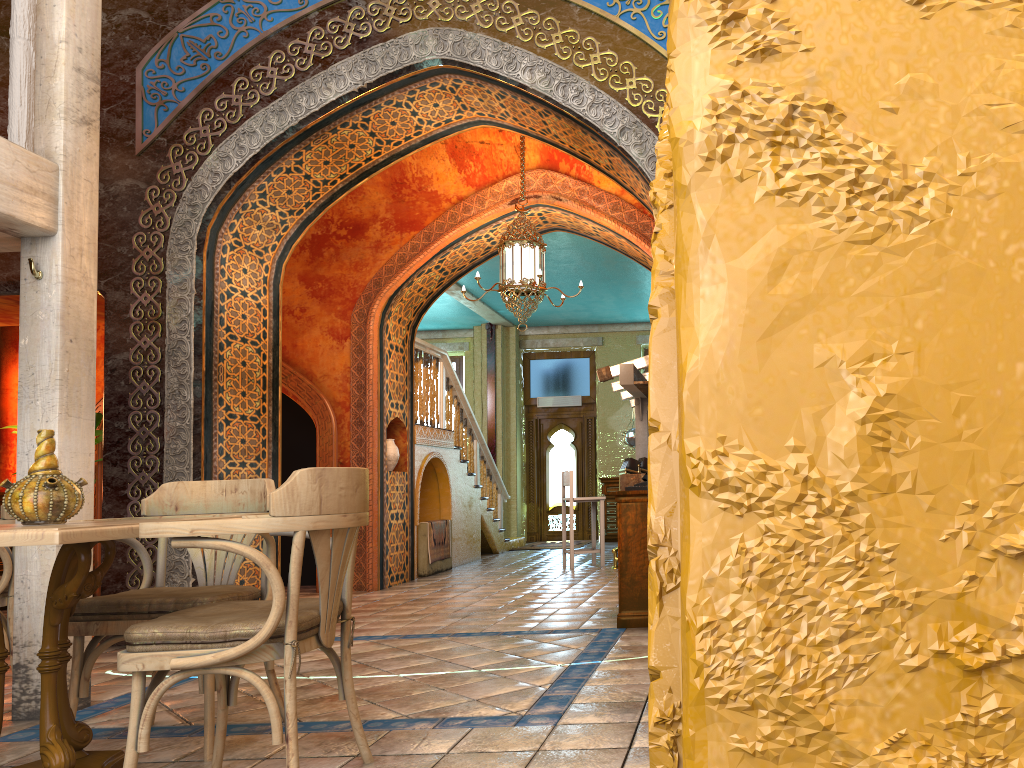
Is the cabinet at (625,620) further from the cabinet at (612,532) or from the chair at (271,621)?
the cabinet at (612,532)

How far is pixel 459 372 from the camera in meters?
18.5 m

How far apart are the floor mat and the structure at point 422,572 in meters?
4.3

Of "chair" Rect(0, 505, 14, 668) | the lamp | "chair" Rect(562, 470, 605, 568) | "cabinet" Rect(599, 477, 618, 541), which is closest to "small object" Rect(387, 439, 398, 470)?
"chair" Rect(562, 470, 605, 568)

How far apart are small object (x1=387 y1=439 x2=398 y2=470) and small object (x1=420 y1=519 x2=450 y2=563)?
1.29m

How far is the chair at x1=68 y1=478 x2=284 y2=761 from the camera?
3.86m

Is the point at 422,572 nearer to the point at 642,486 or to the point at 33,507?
the point at 642,486

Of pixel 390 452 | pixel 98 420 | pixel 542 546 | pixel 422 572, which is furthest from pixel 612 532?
pixel 98 420

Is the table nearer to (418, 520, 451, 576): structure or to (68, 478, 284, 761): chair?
(68, 478, 284, 761): chair

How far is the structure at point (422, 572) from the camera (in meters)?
11.41
